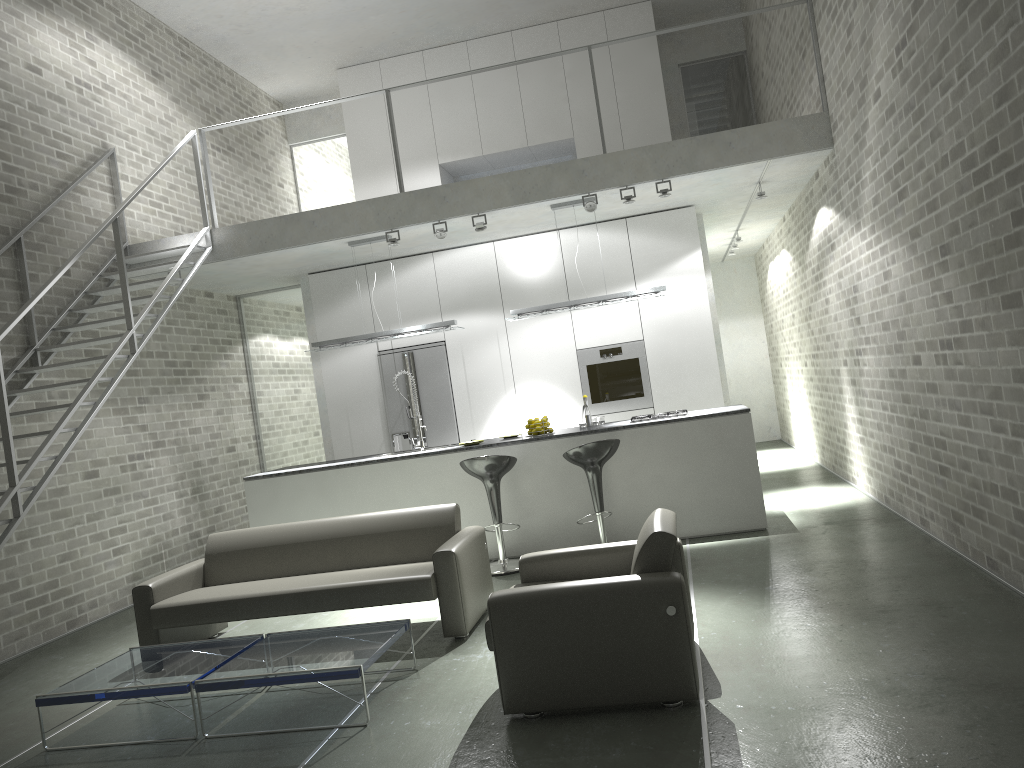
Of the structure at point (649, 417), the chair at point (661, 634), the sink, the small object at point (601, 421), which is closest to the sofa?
the chair at point (661, 634)

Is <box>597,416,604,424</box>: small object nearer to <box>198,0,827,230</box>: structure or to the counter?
the counter

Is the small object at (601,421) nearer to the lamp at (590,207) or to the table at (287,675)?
the lamp at (590,207)

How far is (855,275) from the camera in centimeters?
721cm

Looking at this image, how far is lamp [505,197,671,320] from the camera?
7.9m

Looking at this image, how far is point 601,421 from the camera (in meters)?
7.93

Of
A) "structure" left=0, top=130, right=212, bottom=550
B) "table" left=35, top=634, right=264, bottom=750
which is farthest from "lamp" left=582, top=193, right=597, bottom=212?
"table" left=35, top=634, right=264, bottom=750

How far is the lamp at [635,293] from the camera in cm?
785

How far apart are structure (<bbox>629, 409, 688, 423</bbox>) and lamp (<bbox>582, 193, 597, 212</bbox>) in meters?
1.9 m

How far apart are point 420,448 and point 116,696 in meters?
4.0 m
